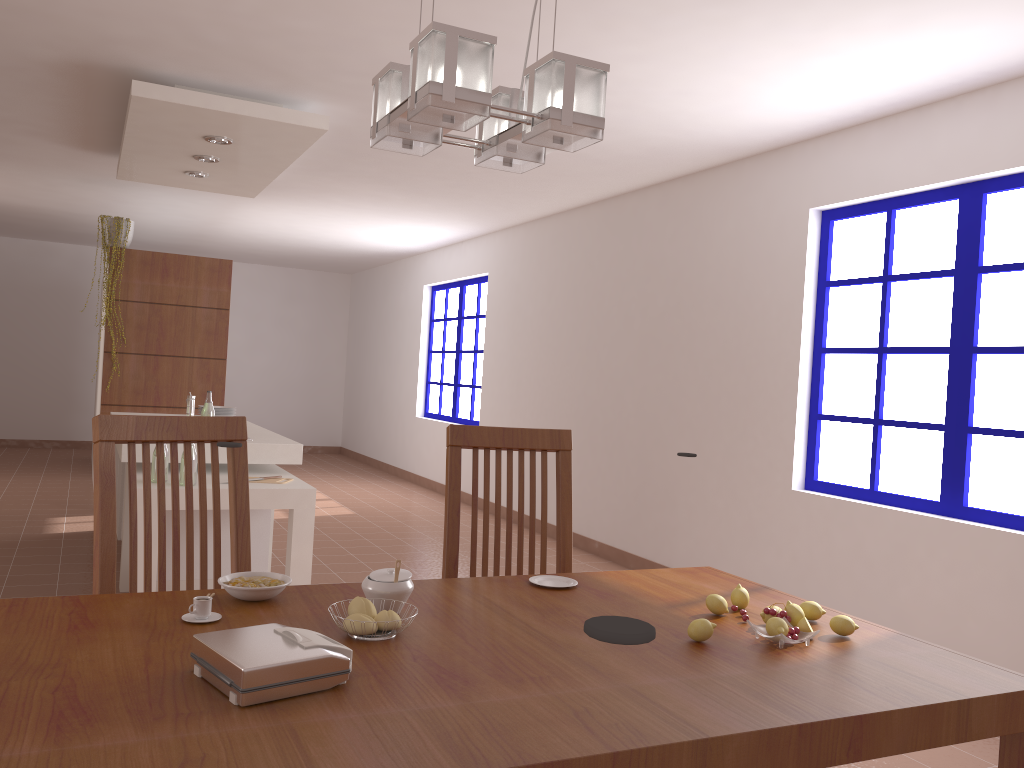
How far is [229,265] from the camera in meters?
7.1 m

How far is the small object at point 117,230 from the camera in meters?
6.7

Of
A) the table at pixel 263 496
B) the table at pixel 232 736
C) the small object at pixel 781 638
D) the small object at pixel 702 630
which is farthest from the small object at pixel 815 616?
the table at pixel 263 496

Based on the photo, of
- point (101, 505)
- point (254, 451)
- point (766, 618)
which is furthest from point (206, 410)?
point (766, 618)

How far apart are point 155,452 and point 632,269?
3.3 meters

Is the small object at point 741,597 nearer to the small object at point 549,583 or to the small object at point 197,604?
the small object at point 549,583

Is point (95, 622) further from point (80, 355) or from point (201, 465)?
point (80, 355)

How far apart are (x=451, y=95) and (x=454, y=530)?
1.2m

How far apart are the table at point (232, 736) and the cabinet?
2.6 meters

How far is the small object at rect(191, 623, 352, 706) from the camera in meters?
1.2
